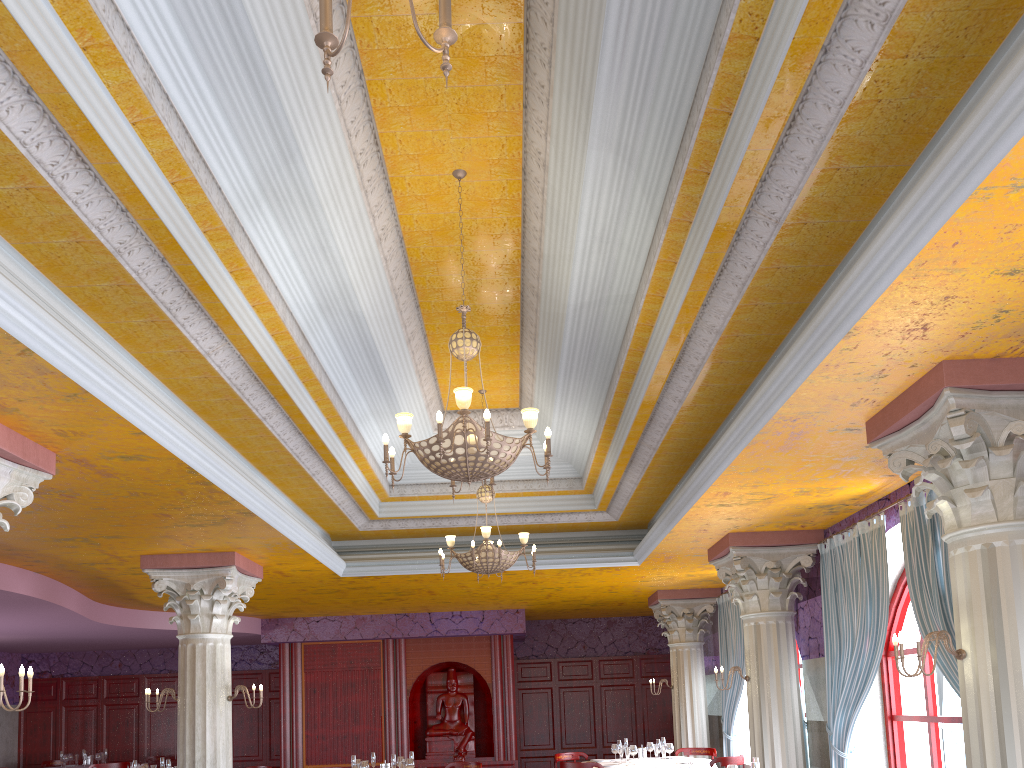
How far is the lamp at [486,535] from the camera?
8.9m

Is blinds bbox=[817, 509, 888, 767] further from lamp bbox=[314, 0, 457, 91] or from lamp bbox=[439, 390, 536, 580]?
lamp bbox=[314, 0, 457, 91]

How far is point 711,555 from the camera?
10.1m

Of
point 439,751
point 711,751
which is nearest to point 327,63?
point 711,751

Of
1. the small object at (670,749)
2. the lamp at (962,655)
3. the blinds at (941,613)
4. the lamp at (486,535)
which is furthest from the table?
the lamp at (962,655)

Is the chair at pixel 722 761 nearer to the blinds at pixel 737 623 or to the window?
the blinds at pixel 737 623

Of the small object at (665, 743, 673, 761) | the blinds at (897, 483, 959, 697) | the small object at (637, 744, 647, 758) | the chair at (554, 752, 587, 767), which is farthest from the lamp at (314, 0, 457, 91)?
the chair at (554, 752, 587, 767)

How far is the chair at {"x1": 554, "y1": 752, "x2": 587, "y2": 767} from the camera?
12.3 meters

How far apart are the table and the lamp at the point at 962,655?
6.6m

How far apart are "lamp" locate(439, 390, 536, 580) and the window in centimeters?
379cm
